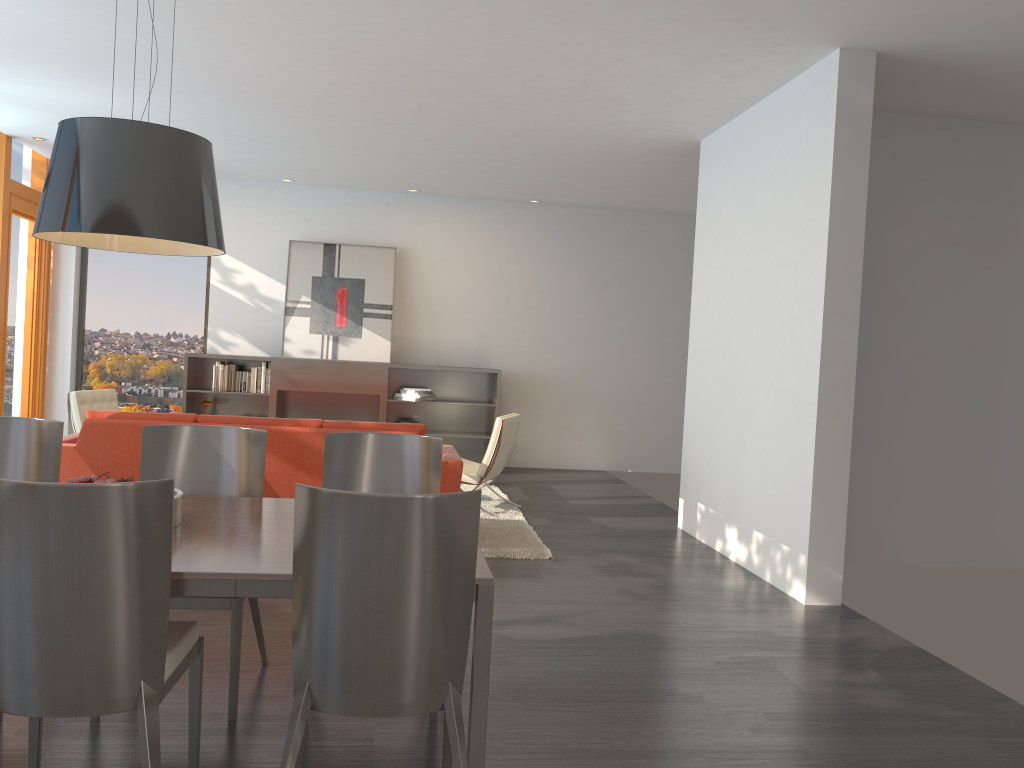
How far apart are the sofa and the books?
3.6m

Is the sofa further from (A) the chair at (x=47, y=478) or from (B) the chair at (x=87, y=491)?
(B) the chair at (x=87, y=491)

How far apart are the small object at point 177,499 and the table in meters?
0.0

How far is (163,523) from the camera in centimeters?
218cm

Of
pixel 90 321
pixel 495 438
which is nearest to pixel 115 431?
pixel 495 438

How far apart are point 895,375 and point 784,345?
1.2m

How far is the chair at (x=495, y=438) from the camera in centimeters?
704cm

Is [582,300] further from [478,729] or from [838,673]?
[478,729]

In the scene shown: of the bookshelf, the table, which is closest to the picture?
the bookshelf

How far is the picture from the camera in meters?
9.9 m
